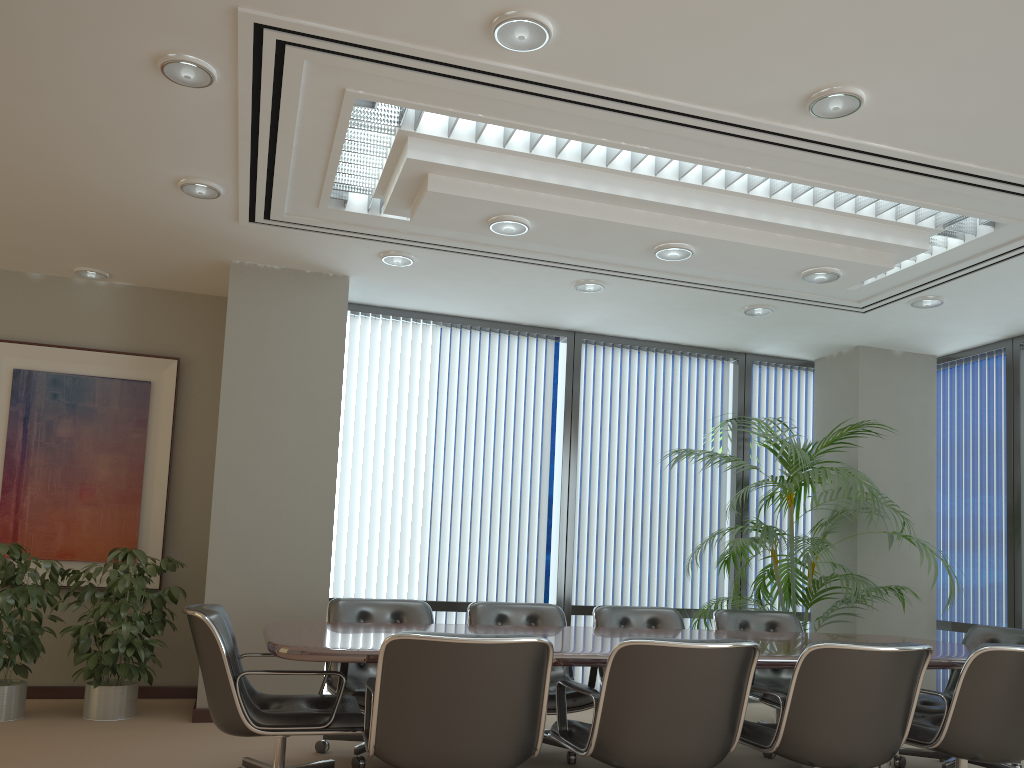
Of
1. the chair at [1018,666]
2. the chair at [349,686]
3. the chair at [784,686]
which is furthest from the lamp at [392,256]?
the chair at [1018,666]

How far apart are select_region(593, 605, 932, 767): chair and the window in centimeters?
148cm

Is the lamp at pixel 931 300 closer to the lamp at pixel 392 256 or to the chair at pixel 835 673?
the chair at pixel 835 673

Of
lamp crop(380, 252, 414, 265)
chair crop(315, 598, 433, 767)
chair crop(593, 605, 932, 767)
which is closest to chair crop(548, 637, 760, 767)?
chair crop(593, 605, 932, 767)

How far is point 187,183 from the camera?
4.76m

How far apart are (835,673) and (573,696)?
1.69m

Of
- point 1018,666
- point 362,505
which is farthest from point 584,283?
point 1018,666

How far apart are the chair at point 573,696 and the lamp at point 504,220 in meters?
2.3 m

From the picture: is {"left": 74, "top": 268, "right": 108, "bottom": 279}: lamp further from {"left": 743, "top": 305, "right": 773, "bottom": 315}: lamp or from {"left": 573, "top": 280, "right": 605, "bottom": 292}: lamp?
{"left": 743, "top": 305, "right": 773, "bottom": 315}: lamp

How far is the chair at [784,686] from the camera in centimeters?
549cm
